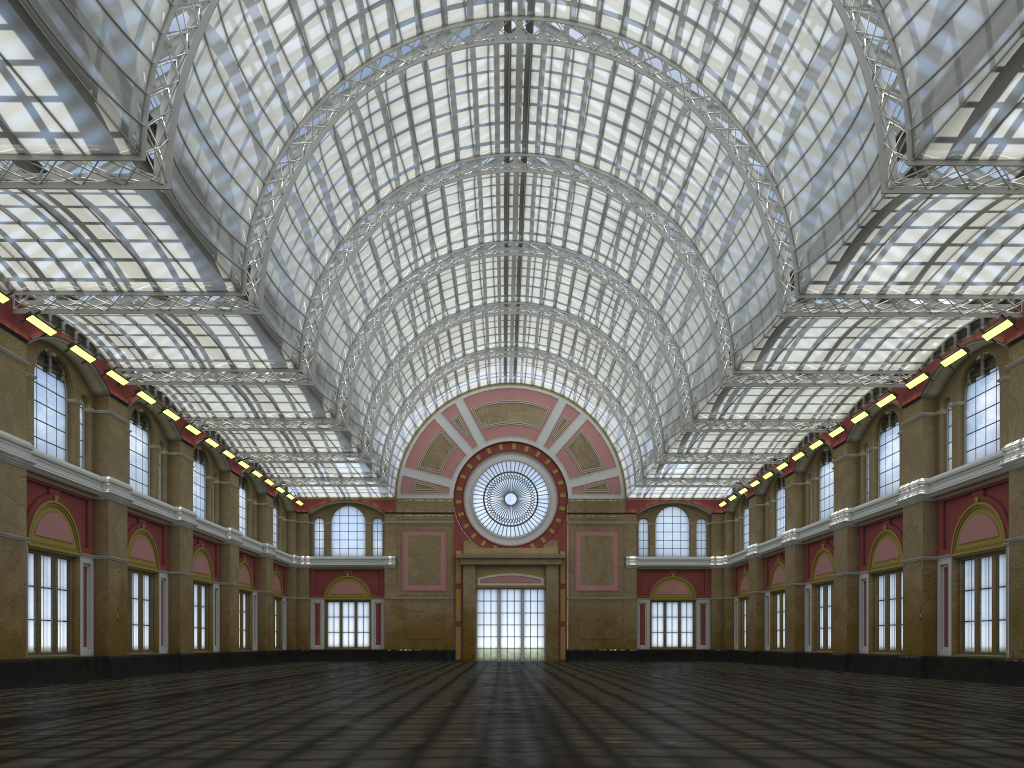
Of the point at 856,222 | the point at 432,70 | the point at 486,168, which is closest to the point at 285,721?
the point at 856,222
